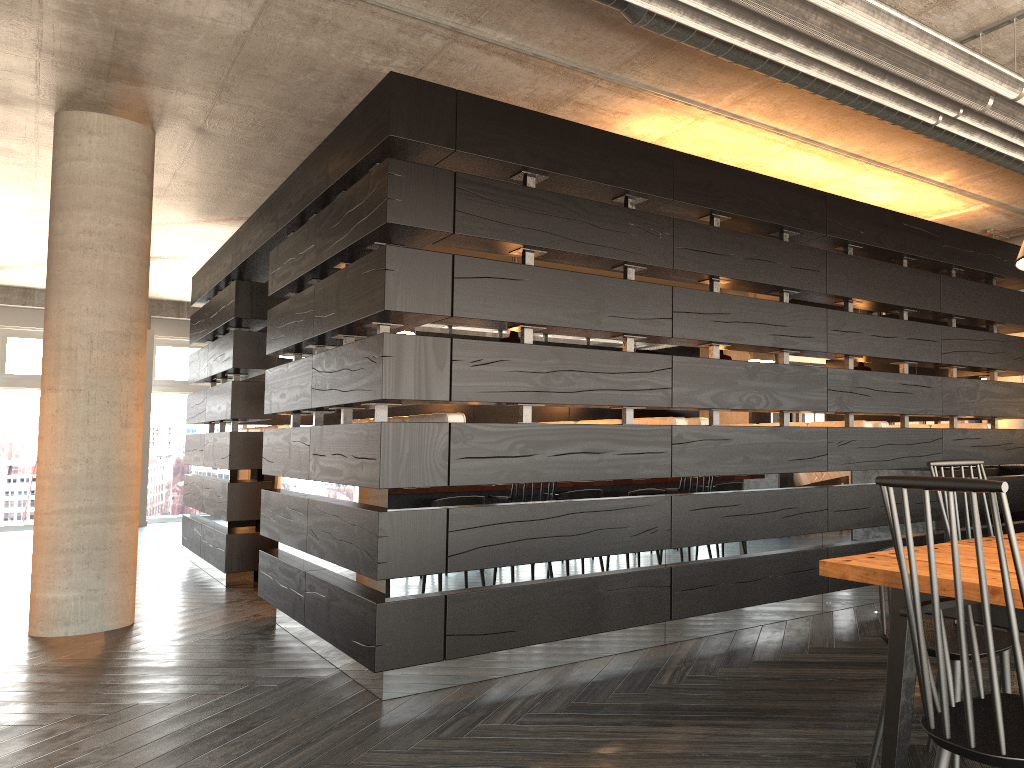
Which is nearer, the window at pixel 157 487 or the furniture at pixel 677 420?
the furniture at pixel 677 420

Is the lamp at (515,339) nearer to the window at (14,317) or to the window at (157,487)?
the window at (157,487)

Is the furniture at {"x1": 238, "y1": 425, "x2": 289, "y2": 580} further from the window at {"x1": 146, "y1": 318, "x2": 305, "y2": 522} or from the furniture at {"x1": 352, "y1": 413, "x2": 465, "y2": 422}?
the window at {"x1": 146, "y1": 318, "x2": 305, "y2": 522}

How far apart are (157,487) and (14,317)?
3.30m

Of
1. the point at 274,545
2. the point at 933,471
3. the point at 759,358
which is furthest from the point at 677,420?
the point at 274,545

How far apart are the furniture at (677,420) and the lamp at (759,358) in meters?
3.6

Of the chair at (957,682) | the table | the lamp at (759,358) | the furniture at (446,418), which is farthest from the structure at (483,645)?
the table

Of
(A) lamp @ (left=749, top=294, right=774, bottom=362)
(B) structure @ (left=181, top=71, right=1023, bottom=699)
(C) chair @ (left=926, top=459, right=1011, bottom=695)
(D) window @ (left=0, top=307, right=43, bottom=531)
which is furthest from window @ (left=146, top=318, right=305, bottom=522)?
(C) chair @ (left=926, top=459, right=1011, bottom=695)

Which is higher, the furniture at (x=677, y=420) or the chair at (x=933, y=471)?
the furniture at (x=677, y=420)

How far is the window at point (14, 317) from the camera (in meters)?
12.68
